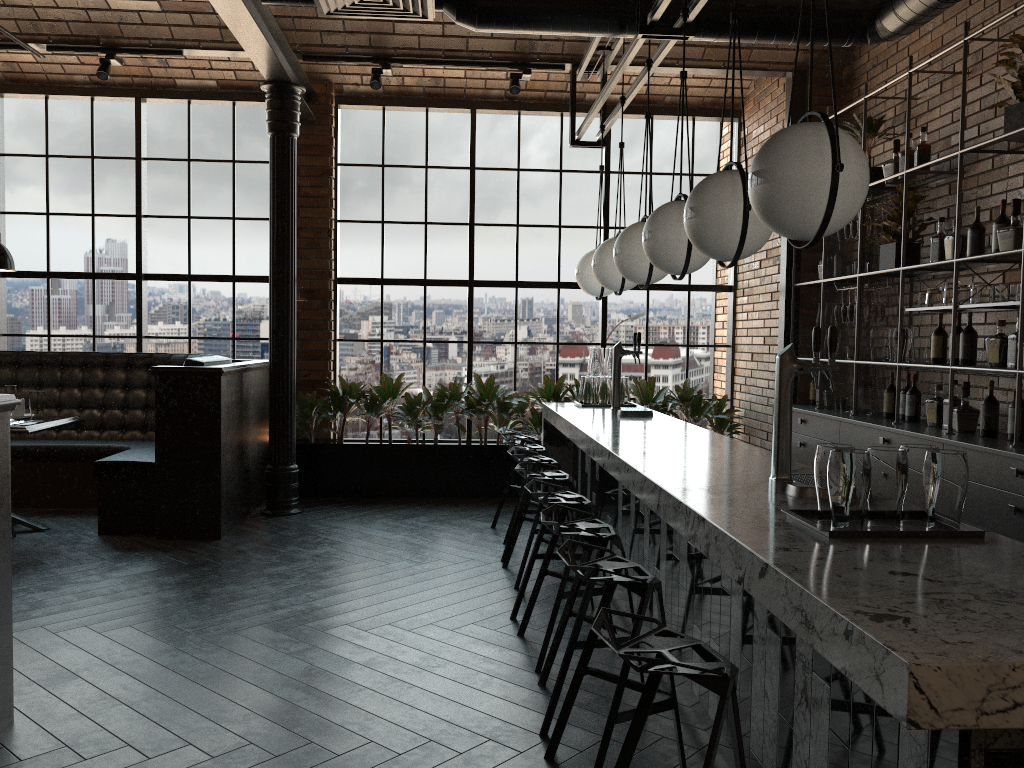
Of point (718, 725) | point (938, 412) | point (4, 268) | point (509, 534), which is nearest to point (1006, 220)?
point (938, 412)

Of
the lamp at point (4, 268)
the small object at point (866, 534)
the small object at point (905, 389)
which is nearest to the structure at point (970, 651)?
the small object at point (866, 534)

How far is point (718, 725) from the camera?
1.8m

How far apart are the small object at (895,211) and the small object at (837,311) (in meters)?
0.68

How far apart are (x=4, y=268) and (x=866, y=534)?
5.81m

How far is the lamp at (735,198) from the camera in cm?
317

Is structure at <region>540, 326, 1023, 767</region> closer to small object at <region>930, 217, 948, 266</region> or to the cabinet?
the cabinet

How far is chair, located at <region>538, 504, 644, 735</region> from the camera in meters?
3.1

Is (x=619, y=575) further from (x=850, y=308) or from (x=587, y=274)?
(x=850, y=308)

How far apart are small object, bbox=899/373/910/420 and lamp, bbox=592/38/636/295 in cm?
184
